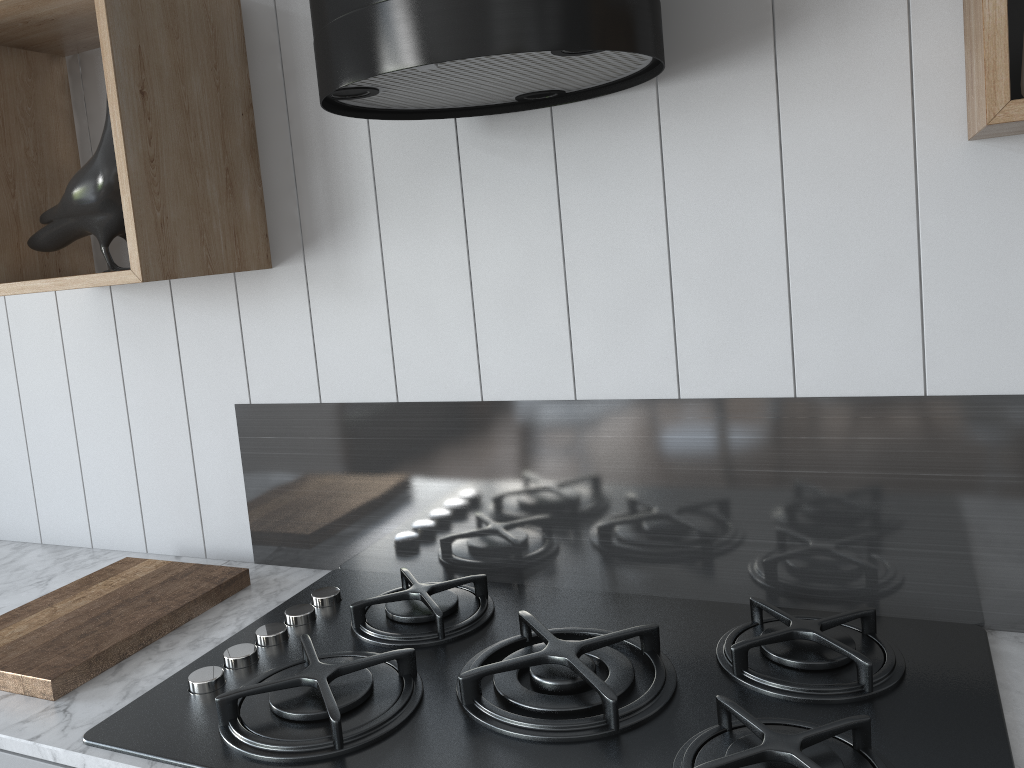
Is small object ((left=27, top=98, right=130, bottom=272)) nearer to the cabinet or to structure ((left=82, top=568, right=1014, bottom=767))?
structure ((left=82, top=568, right=1014, bottom=767))

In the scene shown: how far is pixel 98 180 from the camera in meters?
1.3

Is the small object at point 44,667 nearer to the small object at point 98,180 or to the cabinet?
the cabinet

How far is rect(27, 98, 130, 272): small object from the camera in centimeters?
135cm

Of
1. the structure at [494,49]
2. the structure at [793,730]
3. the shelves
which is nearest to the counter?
the structure at [793,730]

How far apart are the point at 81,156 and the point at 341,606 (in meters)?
0.96

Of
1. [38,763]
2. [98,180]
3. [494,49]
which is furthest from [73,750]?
[494,49]

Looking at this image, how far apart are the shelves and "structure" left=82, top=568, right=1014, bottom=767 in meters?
0.5 m

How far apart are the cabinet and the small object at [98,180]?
0.7 meters

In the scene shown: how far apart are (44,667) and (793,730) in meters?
1.0
